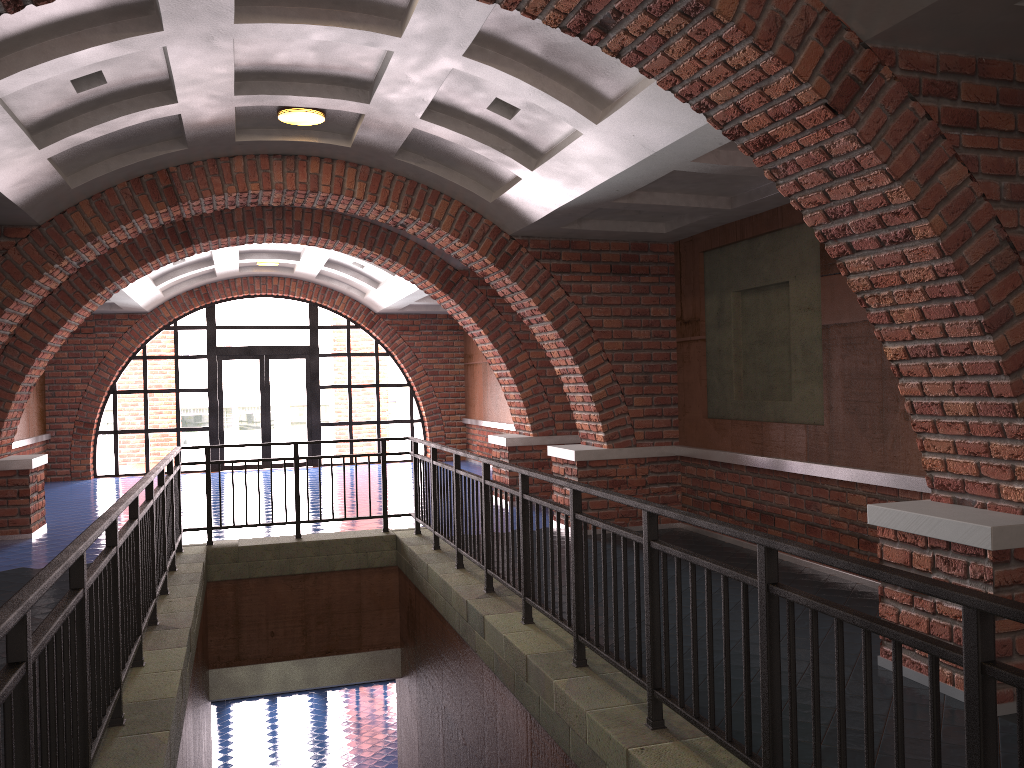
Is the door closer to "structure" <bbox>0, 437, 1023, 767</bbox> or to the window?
the window

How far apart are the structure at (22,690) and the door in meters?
9.2 m

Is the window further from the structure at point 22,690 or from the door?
the structure at point 22,690

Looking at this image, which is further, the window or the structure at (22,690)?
the window

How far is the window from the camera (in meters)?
17.02

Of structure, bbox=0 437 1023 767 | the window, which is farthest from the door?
structure, bbox=0 437 1023 767

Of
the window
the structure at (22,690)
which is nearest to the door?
the window

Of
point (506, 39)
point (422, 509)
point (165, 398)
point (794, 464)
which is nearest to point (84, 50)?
point (506, 39)

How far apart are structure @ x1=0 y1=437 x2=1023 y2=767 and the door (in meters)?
9.25

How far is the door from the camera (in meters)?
17.31
